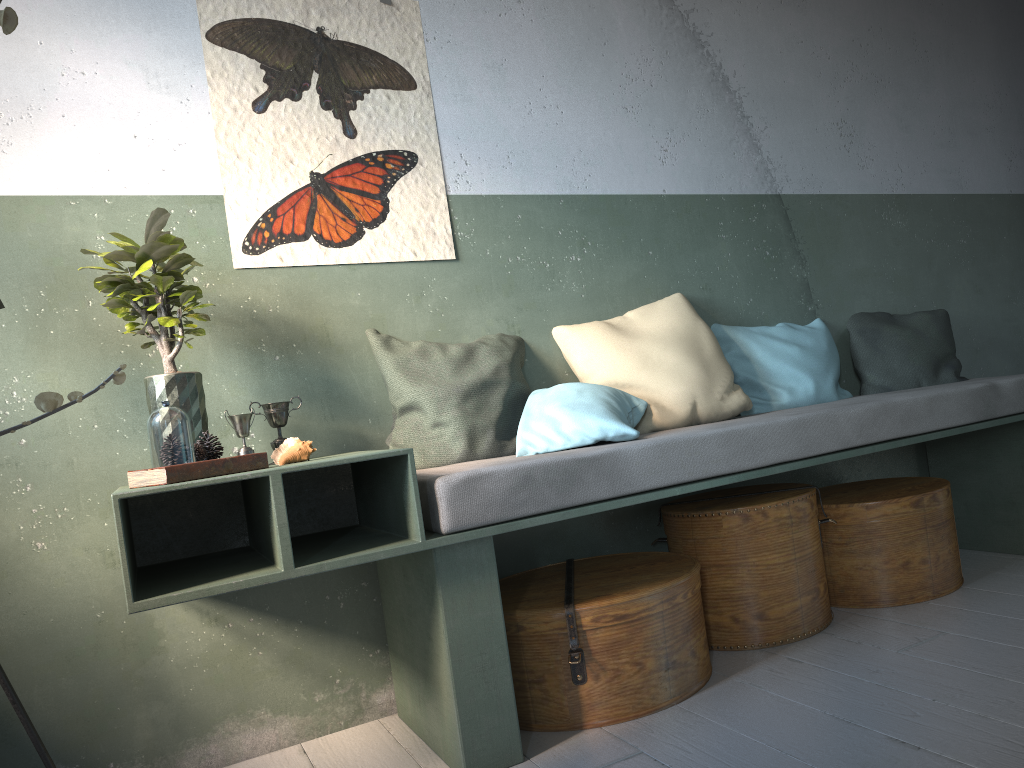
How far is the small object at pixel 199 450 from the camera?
2.4 meters

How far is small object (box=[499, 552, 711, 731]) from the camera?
2.64m

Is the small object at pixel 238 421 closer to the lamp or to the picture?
the picture

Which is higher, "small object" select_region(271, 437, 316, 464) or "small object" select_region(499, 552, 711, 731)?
"small object" select_region(271, 437, 316, 464)

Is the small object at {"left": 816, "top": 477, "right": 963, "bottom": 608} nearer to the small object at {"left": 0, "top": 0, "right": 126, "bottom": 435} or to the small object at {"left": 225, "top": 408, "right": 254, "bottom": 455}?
the small object at {"left": 225, "top": 408, "right": 254, "bottom": 455}

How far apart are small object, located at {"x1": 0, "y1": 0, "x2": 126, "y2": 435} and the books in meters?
1.1 m

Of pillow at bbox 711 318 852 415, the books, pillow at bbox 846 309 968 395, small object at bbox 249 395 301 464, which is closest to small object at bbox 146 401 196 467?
the books

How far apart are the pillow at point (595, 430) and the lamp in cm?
162

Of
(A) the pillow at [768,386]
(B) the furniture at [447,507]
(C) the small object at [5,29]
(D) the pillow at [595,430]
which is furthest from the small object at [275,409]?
(A) the pillow at [768,386]

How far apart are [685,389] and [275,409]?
1.5m
